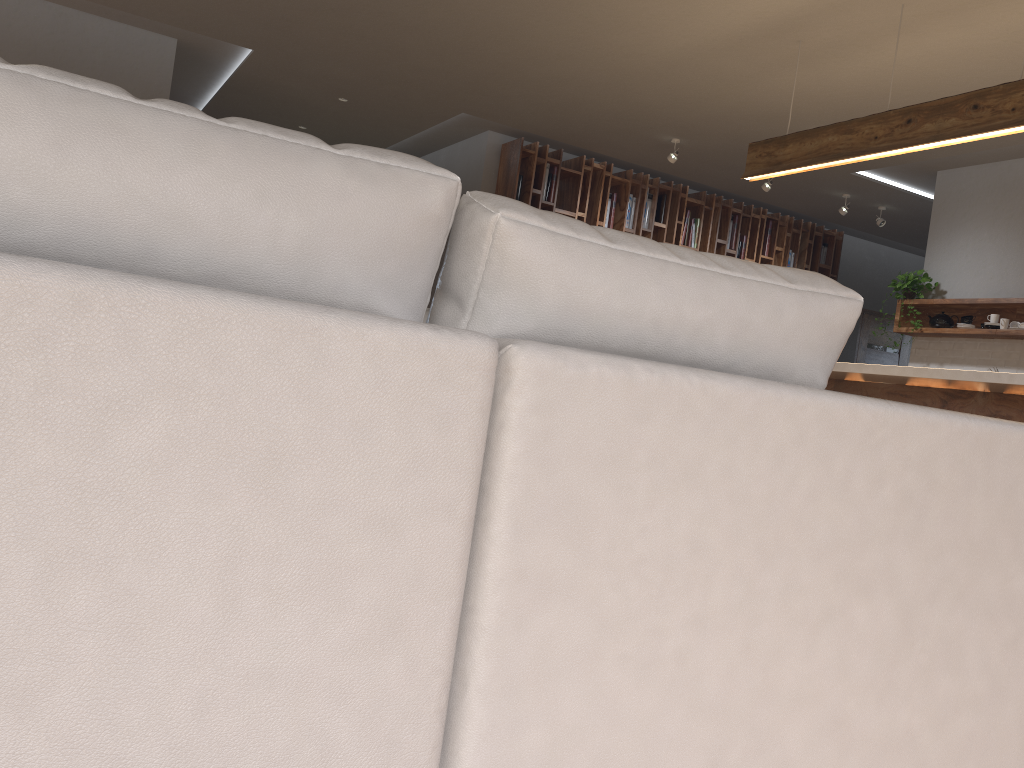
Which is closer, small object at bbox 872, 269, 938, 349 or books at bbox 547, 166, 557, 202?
small object at bbox 872, 269, 938, 349

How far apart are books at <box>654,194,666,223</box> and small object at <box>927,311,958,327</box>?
2.55m

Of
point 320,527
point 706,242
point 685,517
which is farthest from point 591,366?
point 706,242

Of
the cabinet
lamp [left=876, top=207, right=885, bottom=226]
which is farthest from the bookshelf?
the cabinet

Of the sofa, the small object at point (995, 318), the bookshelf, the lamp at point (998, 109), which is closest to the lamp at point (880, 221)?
the bookshelf

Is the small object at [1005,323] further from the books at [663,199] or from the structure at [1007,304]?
the books at [663,199]

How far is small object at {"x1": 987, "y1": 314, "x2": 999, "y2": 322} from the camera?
A: 6.17m

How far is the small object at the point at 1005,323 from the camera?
6.1 meters

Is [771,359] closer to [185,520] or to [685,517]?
[685,517]

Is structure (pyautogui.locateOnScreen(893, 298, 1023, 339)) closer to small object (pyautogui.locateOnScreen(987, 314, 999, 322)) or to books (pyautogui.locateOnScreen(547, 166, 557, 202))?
small object (pyautogui.locateOnScreen(987, 314, 999, 322))
